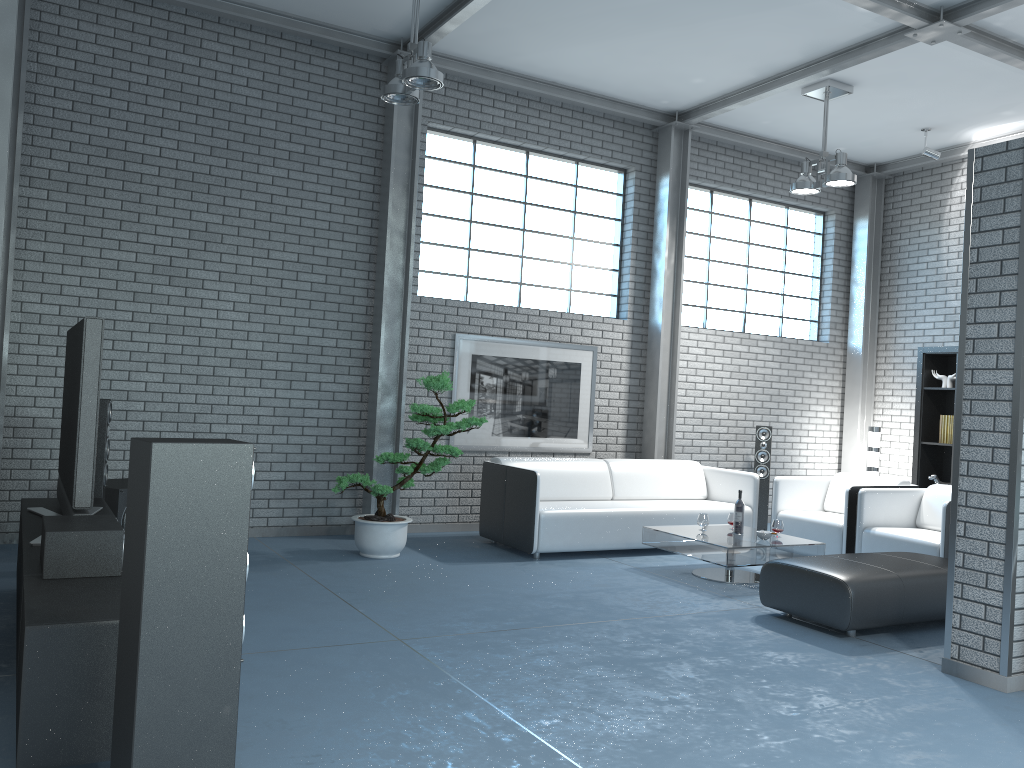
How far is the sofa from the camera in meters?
6.6 m

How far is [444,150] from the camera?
7.84m

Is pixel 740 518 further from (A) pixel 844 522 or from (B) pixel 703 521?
(A) pixel 844 522

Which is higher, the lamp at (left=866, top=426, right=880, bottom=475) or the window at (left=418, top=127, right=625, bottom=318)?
the window at (left=418, top=127, right=625, bottom=318)

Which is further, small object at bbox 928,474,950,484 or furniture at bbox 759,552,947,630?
small object at bbox 928,474,950,484

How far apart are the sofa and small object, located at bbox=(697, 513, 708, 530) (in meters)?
0.61

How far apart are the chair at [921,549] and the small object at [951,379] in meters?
2.2

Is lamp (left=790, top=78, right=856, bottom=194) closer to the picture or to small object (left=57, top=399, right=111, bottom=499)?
the picture

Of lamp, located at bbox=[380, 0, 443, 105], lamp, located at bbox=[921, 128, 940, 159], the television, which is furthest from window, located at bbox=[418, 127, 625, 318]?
the television

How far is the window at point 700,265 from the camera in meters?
9.3 m
